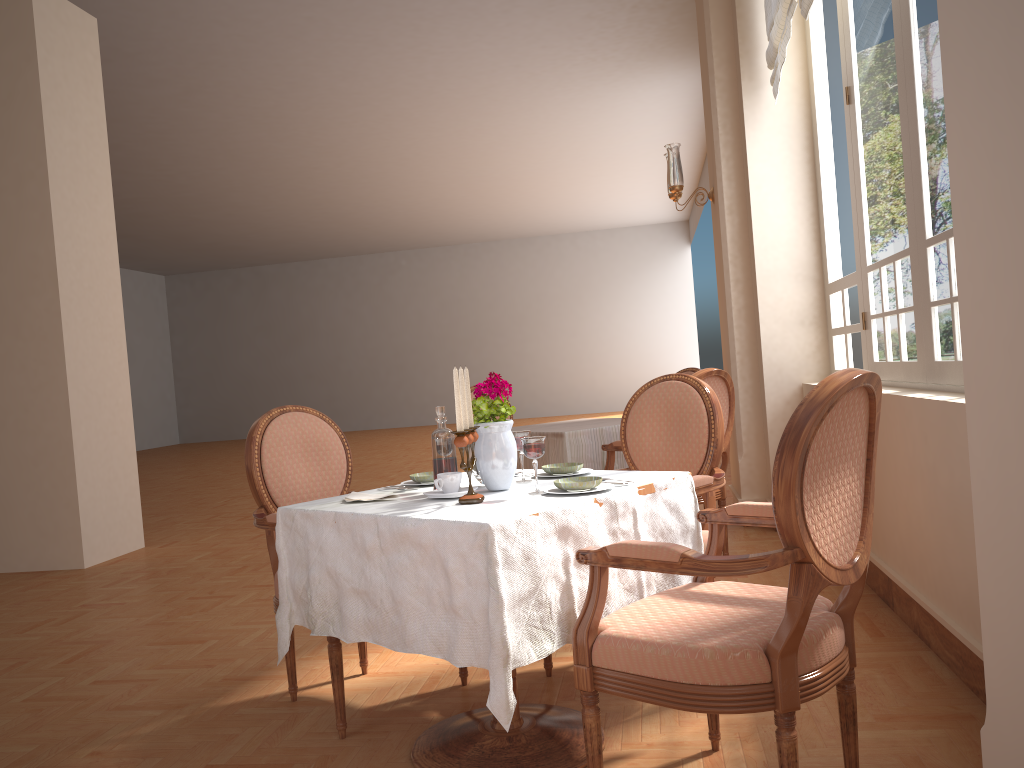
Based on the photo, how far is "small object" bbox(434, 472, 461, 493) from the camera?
2.18m

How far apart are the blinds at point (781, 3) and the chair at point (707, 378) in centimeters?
160cm

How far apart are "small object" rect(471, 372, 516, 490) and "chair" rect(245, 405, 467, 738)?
0.6m

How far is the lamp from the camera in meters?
5.2

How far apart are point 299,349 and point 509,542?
19.4 meters

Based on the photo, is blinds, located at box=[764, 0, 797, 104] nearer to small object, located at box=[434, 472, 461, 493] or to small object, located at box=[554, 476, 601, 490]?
small object, located at box=[554, 476, 601, 490]

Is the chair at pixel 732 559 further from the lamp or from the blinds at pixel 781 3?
the lamp

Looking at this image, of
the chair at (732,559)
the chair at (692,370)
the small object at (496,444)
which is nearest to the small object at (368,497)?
the small object at (496,444)

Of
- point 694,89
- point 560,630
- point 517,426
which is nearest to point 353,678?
point 560,630

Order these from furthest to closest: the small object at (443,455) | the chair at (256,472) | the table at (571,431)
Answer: the table at (571,431)
the chair at (256,472)
the small object at (443,455)
